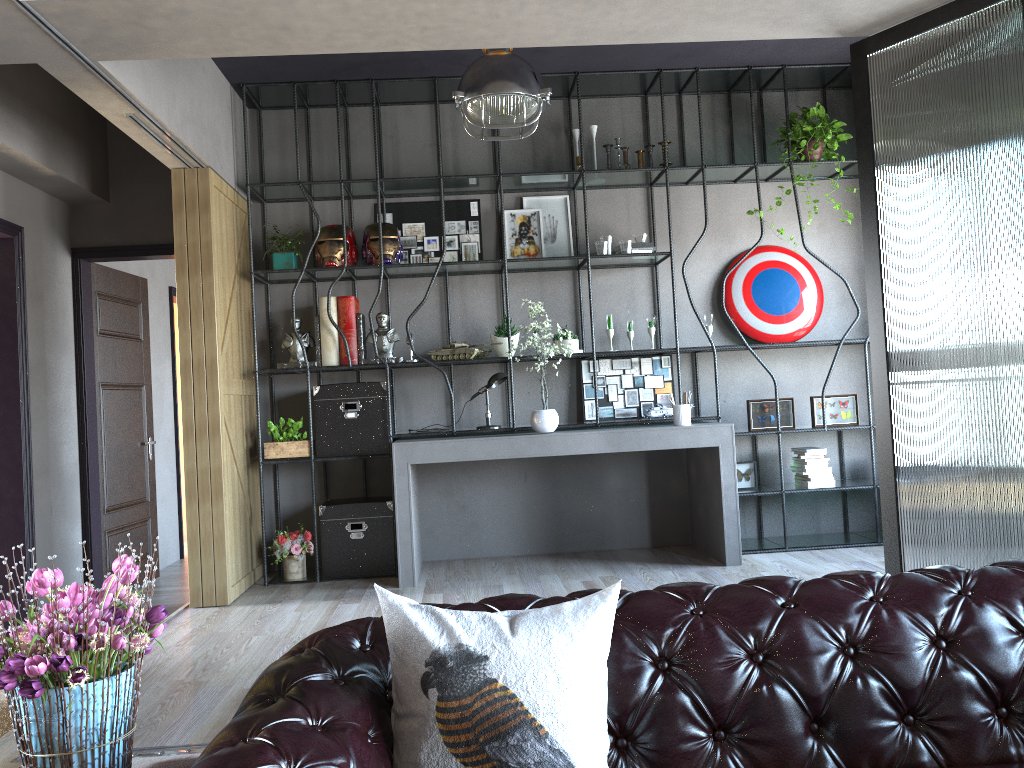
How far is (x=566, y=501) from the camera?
6.3m

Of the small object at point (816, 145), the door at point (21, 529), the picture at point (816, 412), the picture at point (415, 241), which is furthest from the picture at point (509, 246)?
the door at point (21, 529)

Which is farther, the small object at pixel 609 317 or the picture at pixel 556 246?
the picture at pixel 556 246

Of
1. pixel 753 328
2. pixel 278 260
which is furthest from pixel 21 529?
pixel 753 328

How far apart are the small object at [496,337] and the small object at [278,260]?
1.4m

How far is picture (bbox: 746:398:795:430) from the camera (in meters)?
5.99

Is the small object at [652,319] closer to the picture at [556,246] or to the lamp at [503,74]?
the picture at [556,246]

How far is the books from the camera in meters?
6.0

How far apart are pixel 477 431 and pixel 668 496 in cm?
155

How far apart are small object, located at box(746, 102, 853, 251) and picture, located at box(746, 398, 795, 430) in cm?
163
